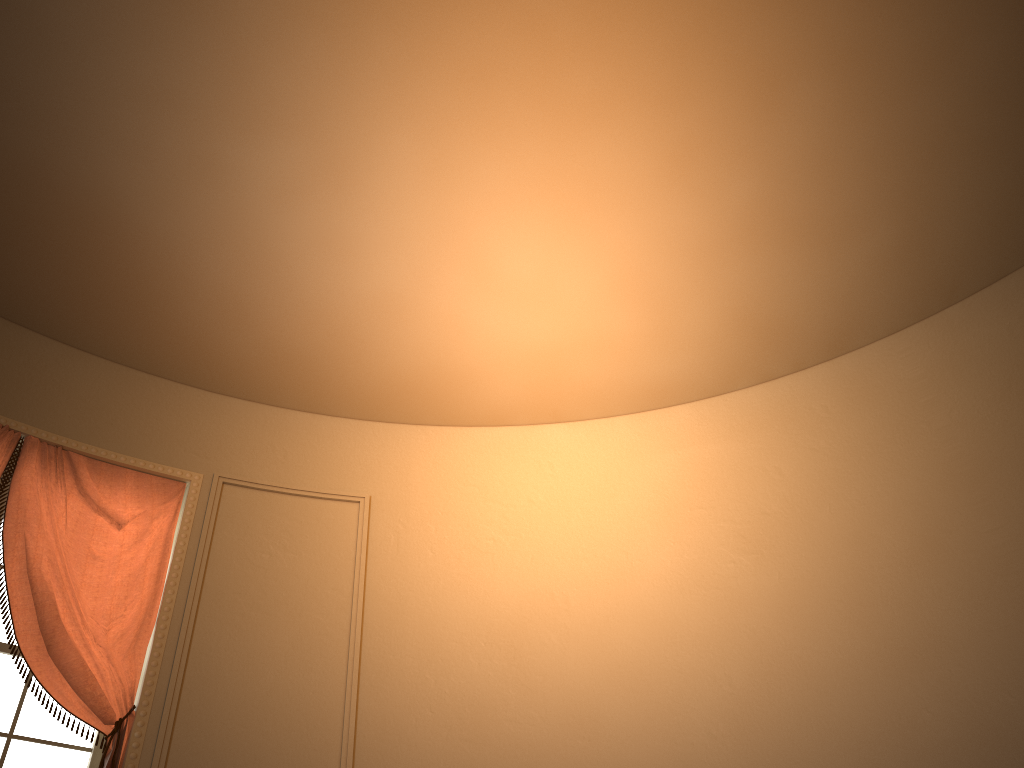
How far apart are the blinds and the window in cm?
18

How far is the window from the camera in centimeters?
314cm

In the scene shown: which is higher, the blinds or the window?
the blinds

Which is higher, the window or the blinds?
the blinds

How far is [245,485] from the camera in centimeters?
399cm

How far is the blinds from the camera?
3.2m

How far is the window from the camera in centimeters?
314cm

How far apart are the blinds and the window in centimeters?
18cm

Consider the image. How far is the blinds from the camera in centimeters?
316cm
